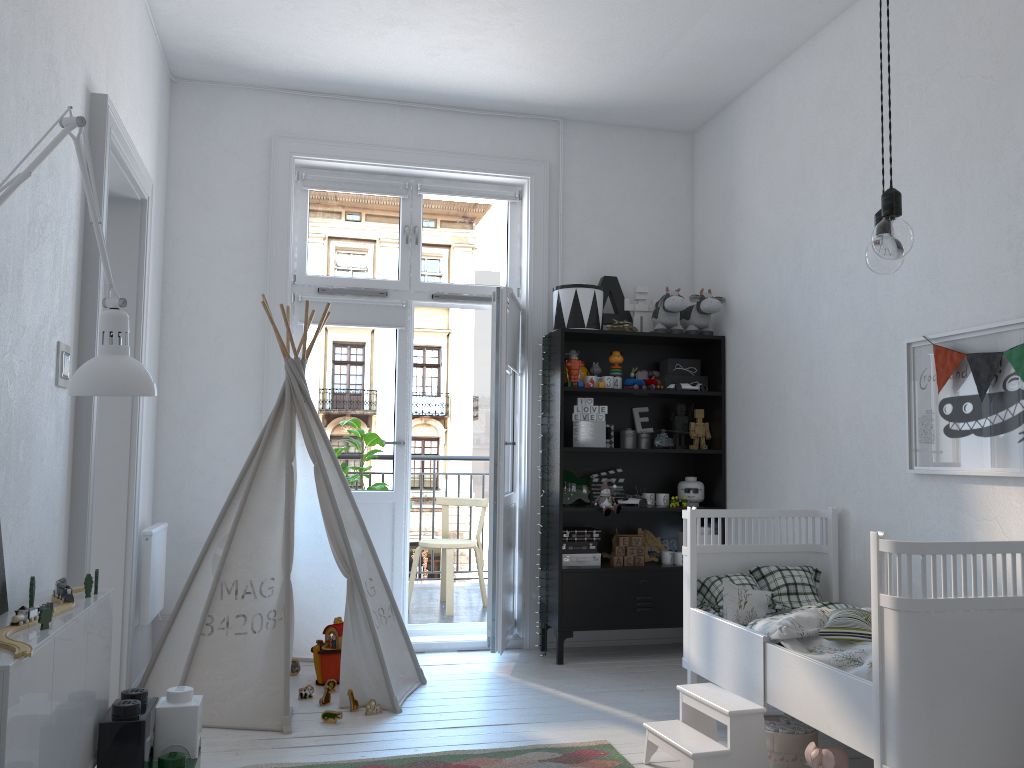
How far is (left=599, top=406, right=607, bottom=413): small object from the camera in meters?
4.6

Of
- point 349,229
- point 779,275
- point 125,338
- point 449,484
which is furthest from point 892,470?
point 449,484

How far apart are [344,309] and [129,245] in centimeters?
131cm

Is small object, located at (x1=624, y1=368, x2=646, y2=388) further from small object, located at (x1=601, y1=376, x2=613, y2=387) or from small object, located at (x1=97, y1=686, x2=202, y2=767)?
small object, located at (x1=97, y1=686, x2=202, y2=767)

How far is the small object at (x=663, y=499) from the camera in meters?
4.6

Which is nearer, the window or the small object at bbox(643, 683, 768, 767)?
the small object at bbox(643, 683, 768, 767)

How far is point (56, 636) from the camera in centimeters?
195cm

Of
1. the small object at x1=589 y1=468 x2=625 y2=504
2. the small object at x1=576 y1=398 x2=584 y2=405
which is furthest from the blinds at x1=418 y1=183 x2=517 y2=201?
the small object at x1=589 y1=468 x2=625 y2=504

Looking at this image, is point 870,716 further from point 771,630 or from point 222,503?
point 222,503

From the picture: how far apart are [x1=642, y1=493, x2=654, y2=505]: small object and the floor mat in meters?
1.7
